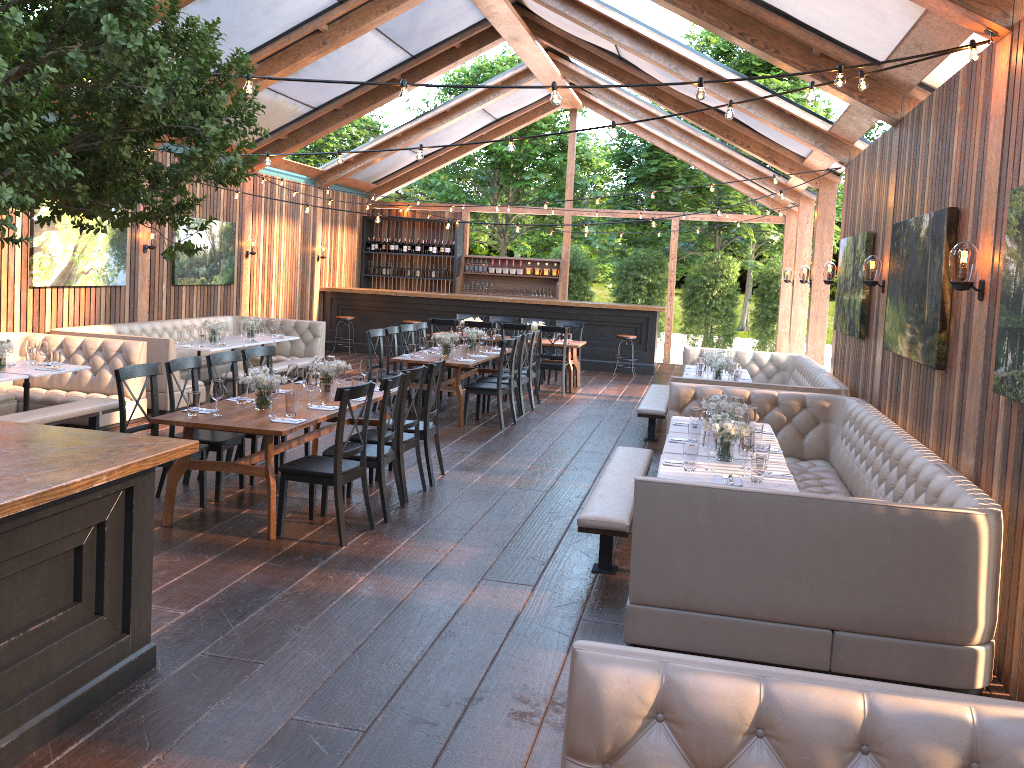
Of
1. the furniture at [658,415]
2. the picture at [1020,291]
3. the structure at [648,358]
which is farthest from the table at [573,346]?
the picture at [1020,291]

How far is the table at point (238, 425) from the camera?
5.7m

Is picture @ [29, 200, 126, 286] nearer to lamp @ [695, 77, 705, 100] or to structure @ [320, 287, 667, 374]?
structure @ [320, 287, 667, 374]

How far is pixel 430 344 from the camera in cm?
1089

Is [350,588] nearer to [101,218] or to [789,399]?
[101,218]

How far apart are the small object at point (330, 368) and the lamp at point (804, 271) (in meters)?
7.95

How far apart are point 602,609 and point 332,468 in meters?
2.1 m

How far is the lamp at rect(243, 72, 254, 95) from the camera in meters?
4.3 m

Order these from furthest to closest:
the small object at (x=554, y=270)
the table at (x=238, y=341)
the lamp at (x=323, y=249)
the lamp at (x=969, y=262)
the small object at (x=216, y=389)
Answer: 1. the small object at (x=554, y=270)
2. the lamp at (x=323, y=249)
3. the table at (x=238, y=341)
4. the small object at (x=216, y=389)
5. the lamp at (x=969, y=262)

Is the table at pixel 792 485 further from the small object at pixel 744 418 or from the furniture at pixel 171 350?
the furniture at pixel 171 350
